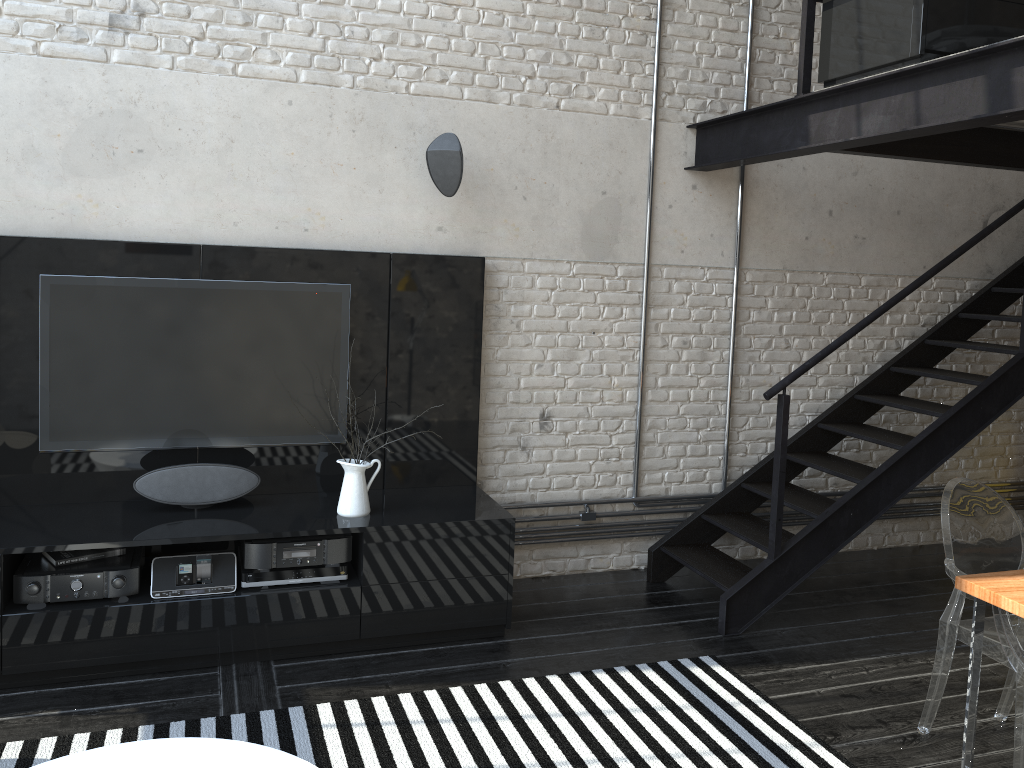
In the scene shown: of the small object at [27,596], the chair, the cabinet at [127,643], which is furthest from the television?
the chair

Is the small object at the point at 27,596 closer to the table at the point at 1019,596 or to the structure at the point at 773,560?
the structure at the point at 773,560

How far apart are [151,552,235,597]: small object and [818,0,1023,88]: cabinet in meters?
3.3

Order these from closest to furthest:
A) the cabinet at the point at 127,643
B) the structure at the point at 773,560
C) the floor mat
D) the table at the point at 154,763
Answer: the table at the point at 154,763 → the floor mat → the cabinet at the point at 127,643 → the structure at the point at 773,560

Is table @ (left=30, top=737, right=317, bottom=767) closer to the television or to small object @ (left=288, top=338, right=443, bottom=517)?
small object @ (left=288, top=338, right=443, bottom=517)

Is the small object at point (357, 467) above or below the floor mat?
above

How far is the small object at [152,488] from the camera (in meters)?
3.85

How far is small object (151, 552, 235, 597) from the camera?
3.6m

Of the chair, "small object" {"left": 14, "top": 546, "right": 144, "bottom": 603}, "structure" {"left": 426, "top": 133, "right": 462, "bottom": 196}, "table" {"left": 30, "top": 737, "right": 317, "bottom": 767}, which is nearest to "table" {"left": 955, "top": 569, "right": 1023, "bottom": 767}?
the chair

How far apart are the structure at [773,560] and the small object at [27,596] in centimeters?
259cm
